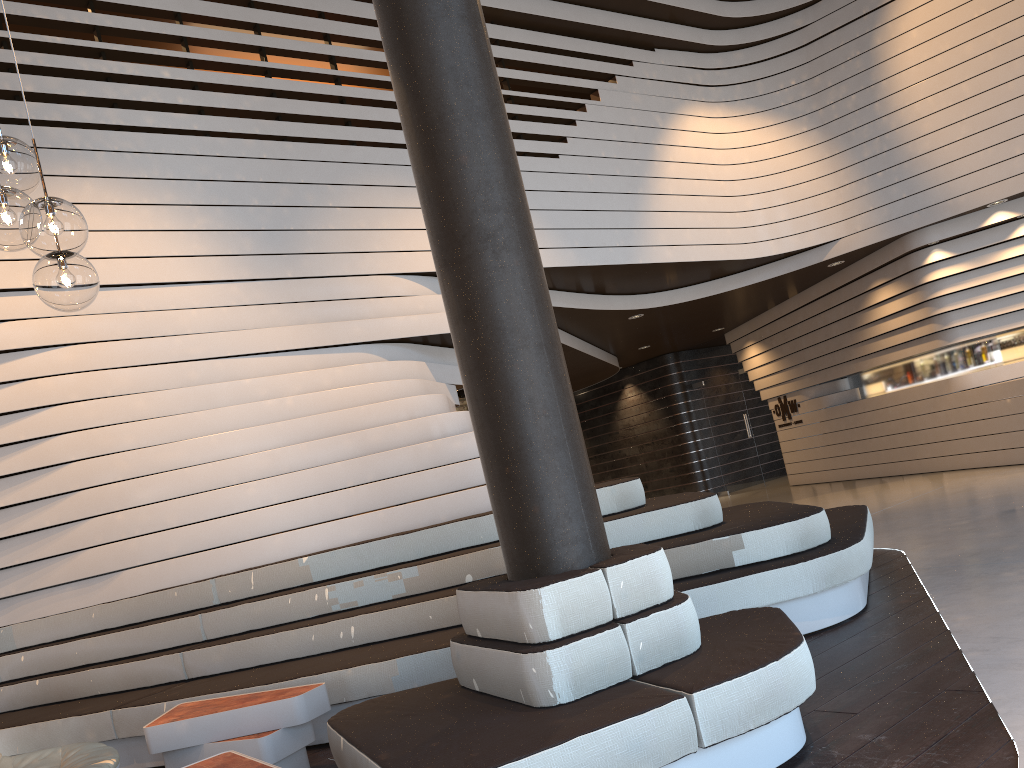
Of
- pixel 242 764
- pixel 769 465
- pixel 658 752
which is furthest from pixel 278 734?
pixel 769 465

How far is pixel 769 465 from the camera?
14.75m

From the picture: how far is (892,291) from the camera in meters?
10.5 m

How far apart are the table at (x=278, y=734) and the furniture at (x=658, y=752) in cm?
55

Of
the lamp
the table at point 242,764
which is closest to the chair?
the table at point 242,764

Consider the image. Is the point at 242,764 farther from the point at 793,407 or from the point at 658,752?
the point at 793,407

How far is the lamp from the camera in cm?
235

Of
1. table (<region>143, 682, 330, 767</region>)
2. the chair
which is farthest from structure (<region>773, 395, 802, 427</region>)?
the chair

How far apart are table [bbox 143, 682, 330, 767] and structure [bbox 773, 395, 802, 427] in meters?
11.1

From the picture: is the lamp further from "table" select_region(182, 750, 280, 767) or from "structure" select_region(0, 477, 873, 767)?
"structure" select_region(0, 477, 873, 767)
